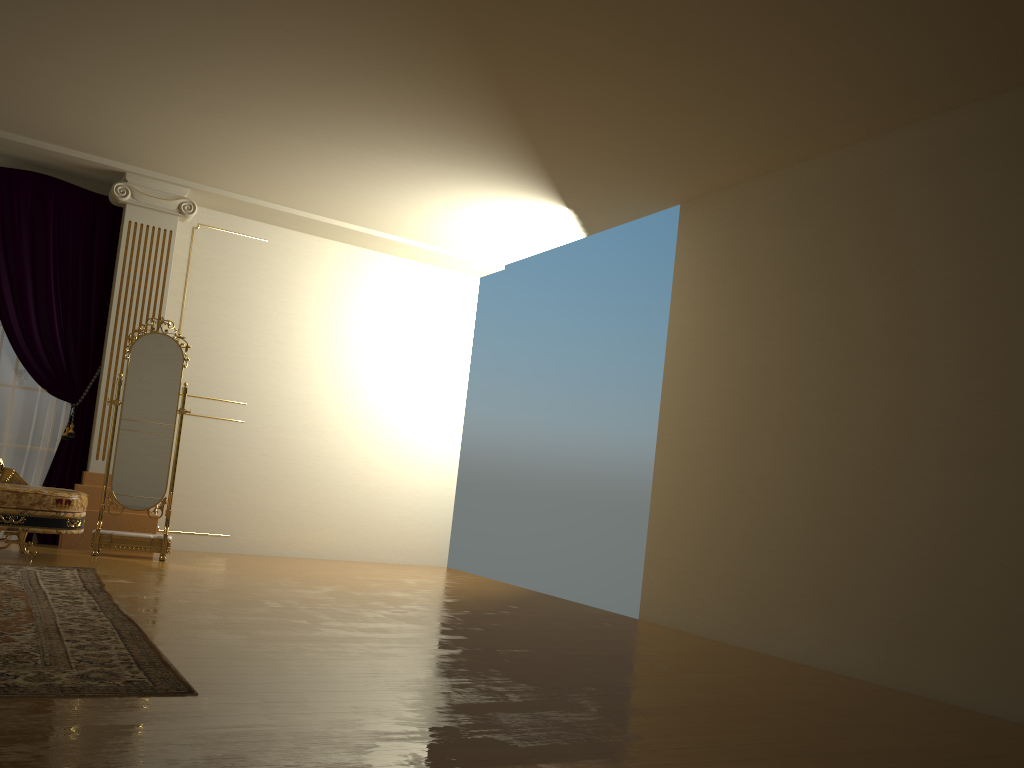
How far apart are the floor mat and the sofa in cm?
37

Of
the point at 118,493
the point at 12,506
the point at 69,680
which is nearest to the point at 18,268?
the point at 118,493

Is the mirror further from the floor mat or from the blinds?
the floor mat

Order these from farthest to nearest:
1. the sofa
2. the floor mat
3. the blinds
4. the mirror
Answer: the blinds
the mirror
the sofa
the floor mat

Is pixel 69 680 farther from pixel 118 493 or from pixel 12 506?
pixel 118 493

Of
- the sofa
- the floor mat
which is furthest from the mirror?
the floor mat

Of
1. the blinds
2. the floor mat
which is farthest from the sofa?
the blinds

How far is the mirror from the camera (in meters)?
6.08

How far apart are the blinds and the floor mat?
1.5m

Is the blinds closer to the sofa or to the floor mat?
the sofa
